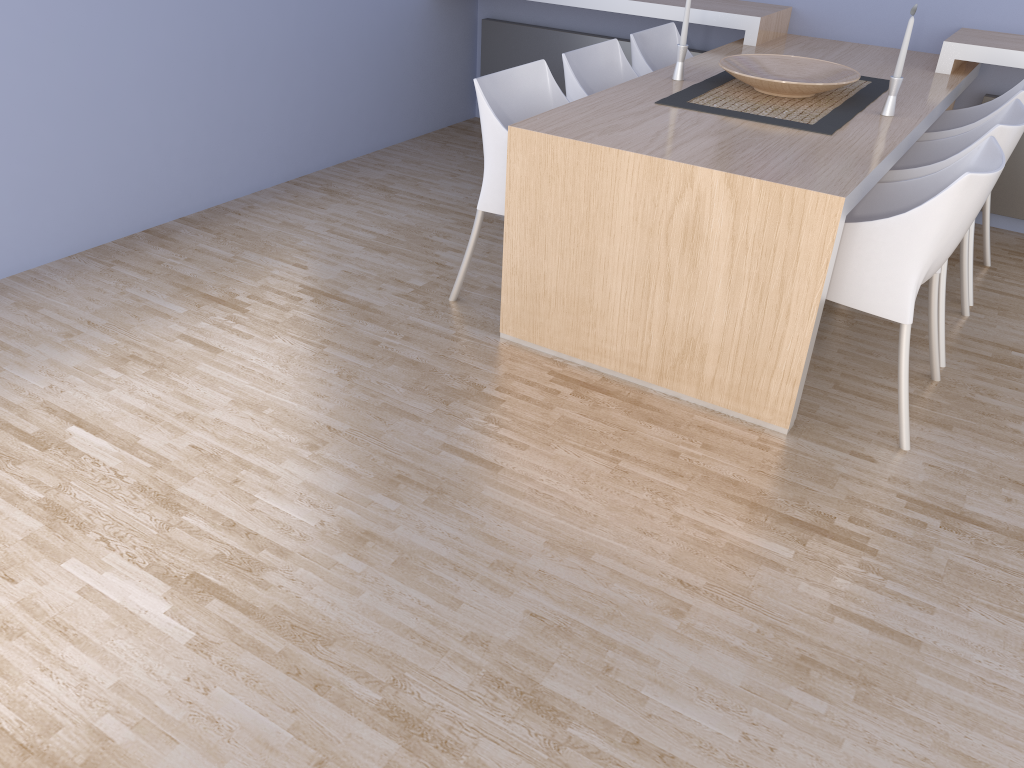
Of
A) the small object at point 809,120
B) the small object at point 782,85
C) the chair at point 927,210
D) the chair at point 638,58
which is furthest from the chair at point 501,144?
the chair at point 927,210

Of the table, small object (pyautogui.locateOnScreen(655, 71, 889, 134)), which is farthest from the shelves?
small object (pyautogui.locateOnScreen(655, 71, 889, 134))

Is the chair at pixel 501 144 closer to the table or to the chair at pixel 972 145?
the table

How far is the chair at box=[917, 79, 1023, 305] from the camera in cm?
320

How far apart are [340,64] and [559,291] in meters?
2.3

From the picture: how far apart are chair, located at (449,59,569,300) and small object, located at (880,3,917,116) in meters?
1.1

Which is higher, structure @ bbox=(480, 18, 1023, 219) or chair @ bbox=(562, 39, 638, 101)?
chair @ bbox=(562, 39, 638, 101)

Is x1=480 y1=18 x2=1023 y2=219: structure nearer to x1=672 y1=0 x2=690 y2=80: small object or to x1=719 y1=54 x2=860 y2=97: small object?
x1=719 y1=54 x2=860 y2=97: small object

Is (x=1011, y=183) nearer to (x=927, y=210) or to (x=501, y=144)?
(x=927, y=210)

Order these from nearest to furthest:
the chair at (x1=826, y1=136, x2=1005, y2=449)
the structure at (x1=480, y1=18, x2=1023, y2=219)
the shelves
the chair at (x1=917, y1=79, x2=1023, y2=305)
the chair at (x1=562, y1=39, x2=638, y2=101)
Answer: the chair at (x1=826, y1=136, x2=1005, y2=449) → the chair at (x1=917, y1=79, x2=1023, y2=305) → the chair at (x1=562, y1=39, x2=638, y2=101) → the shelves → the structure at (x1=480, y1=18, x2=1023, y2=219)
